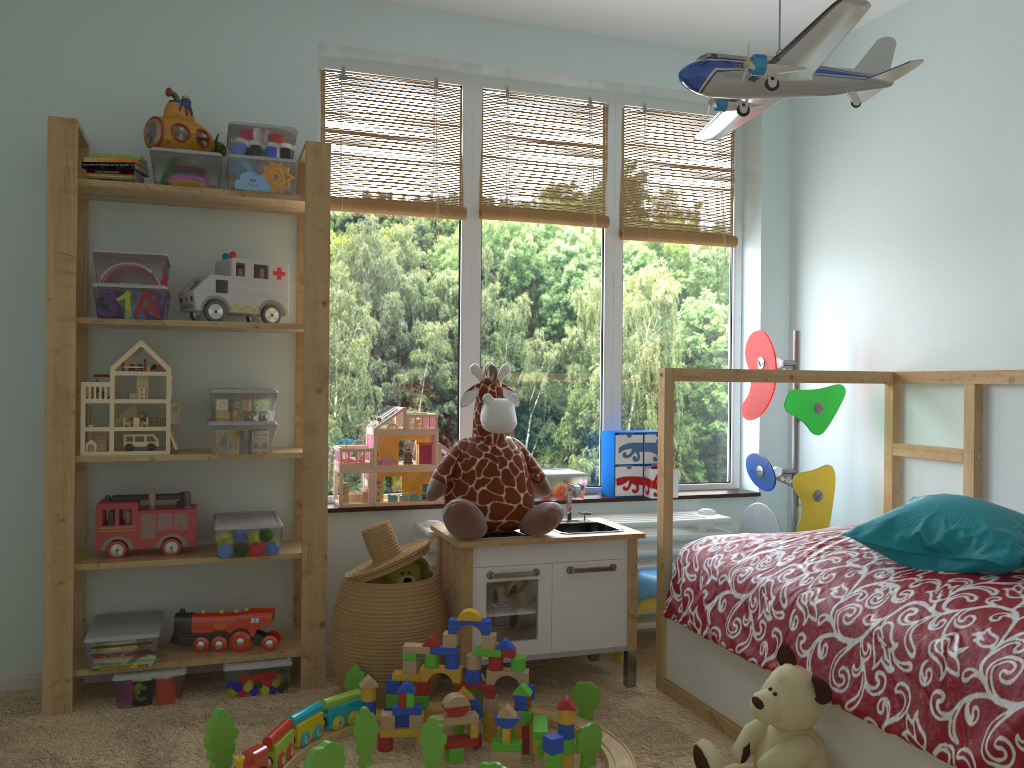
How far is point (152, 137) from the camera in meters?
2.5

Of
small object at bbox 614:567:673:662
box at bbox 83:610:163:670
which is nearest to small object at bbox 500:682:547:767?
small object at bbox 614:567:673:662

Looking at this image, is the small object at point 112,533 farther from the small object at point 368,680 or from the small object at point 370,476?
the small object at point 368,680

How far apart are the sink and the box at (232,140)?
1.3m

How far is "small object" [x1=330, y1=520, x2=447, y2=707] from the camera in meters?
2.5

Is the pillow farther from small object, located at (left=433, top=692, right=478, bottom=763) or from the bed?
small object, located at (left=433, top=692, right=478, bottom=763)

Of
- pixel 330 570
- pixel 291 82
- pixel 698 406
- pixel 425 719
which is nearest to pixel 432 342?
pixel 330 570

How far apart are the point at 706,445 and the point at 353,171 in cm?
173

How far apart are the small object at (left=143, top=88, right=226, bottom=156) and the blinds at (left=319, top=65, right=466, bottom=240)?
0.4 meters

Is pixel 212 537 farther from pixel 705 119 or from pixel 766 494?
pixel 705 119
